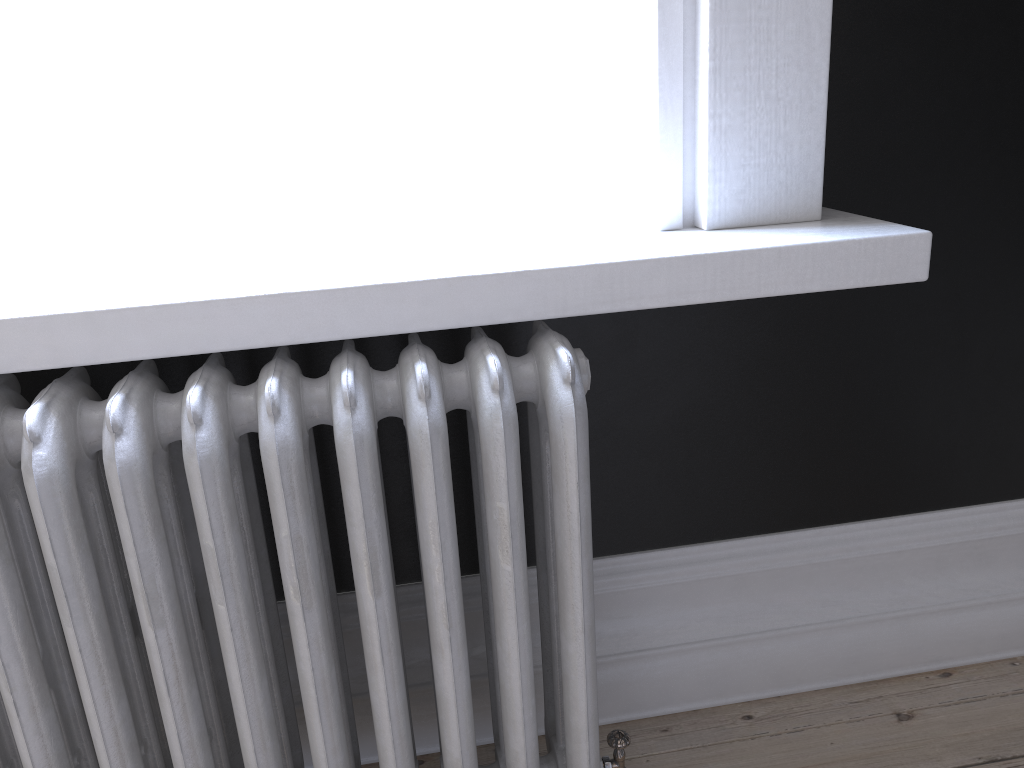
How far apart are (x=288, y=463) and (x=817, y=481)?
1.00m

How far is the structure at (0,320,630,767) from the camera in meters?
1.0

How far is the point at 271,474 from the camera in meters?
1.0 m

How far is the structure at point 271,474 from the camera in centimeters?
103cm
